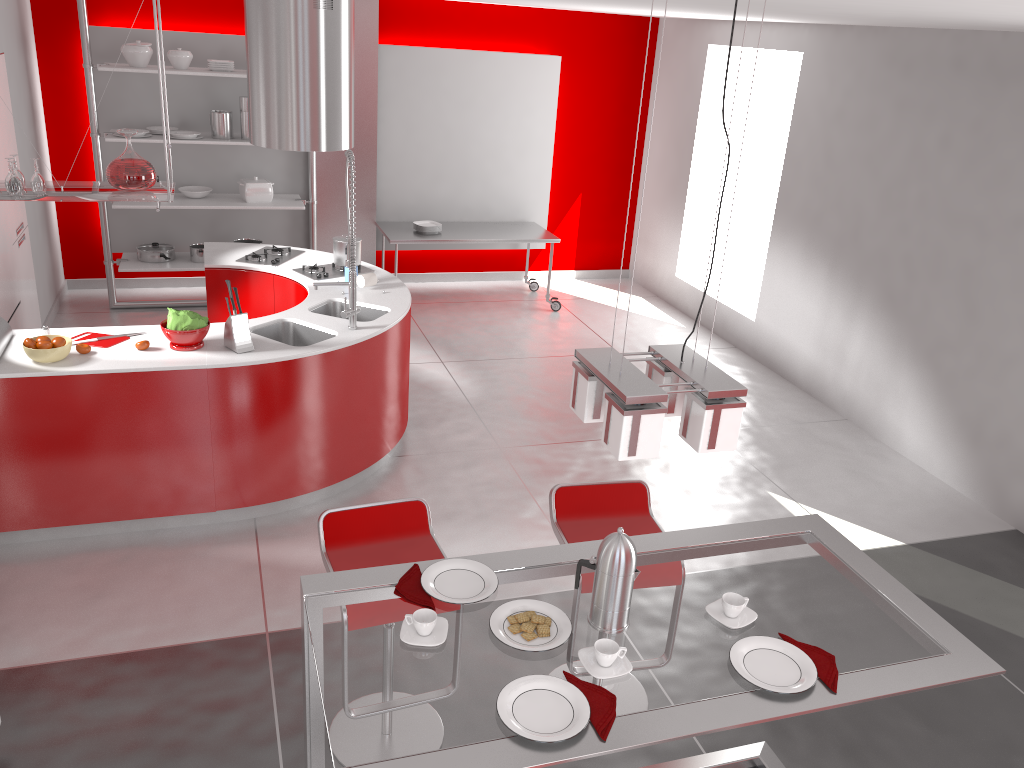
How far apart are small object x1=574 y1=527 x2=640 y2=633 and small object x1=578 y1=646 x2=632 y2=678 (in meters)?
0.10

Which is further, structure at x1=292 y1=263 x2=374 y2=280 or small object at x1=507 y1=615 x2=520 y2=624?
structure at x1=292 y1=263 x2=374 y2=280

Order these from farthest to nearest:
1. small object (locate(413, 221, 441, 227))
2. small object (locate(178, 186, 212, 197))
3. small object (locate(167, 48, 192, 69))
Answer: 1. small object (locate(413, 221, 441, 227))
2. small object (locate(178, 186, 212, 197))
3. small object (locate(167, 48, 192, 69))

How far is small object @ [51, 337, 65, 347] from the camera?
4.1 meters

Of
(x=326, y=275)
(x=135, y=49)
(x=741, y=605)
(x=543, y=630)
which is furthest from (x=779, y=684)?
(x=135, y=49)

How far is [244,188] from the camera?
7.3 meters

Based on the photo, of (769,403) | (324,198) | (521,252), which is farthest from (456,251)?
(769,403)

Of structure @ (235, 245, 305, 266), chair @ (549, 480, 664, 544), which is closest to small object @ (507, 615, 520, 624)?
chair @ (549, 480, 664, 544)

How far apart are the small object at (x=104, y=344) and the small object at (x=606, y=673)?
3.1 meters

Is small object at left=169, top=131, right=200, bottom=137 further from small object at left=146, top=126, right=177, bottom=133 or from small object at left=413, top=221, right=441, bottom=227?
small object at left=413, top=221, right=441, bottom=227
